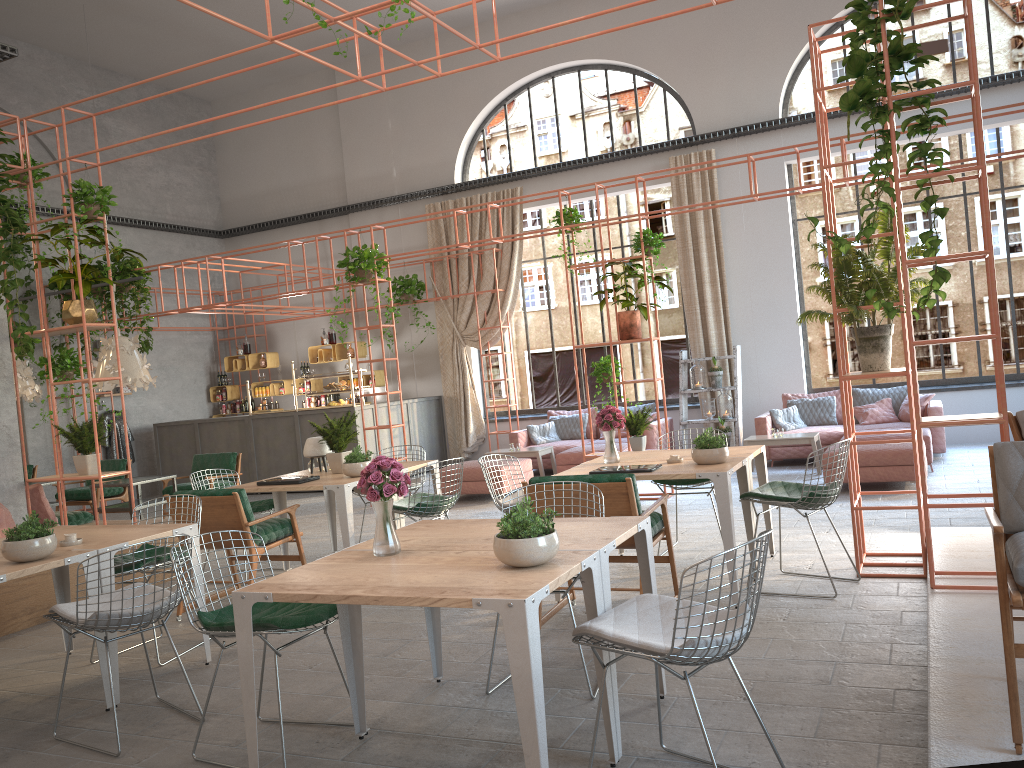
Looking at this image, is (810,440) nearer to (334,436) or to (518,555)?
(334,436)

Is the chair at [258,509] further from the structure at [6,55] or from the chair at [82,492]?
the structure at [6,55]

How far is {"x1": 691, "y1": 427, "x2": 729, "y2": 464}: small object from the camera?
5.7m

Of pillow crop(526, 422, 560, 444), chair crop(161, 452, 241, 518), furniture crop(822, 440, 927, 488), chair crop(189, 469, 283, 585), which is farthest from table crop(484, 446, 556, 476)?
chair crop(189, 469, 283, 585)

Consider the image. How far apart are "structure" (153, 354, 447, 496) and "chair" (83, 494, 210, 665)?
7.2m

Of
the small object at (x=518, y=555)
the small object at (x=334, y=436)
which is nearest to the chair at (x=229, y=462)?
the small object at (x=334, y=436)

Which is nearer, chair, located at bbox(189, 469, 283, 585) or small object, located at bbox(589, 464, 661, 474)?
small object, located at bbox(589, 464, 661, 474)

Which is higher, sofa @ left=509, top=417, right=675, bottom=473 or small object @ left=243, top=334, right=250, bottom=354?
small object @ left=243, top=334, right=250, bottom=354

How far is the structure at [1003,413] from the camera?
4.46m

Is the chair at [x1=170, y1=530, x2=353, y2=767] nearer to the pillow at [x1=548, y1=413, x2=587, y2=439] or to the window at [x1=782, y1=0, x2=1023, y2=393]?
the pillow at [x1=548, y1=413, x2=587, y2=439]
